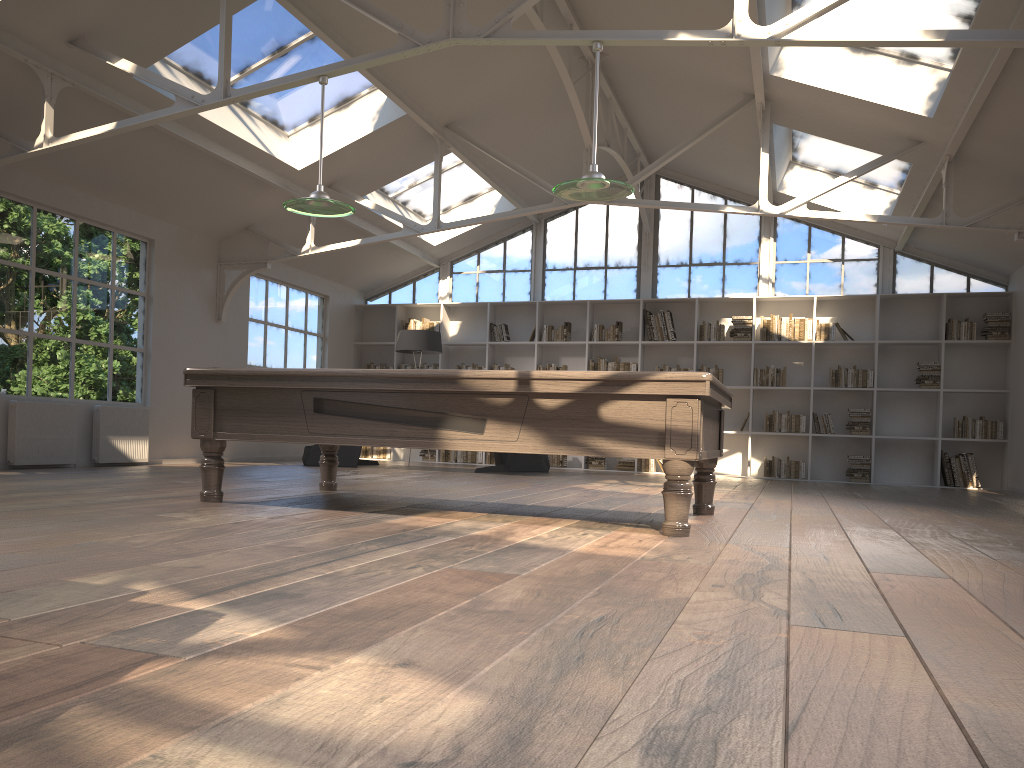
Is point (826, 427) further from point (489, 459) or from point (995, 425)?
point (489, 459)

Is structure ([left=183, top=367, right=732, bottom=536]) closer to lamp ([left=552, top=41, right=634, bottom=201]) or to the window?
lamp ([left=552, top=41, right=634, bottom=201])

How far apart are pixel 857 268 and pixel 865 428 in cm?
213

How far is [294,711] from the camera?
1.3 meters

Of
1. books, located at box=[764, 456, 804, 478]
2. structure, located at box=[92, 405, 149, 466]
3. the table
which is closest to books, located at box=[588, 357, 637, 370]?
books, located at box=[764, 456, 804, 478]

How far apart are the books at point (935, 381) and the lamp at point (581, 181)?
7.3m

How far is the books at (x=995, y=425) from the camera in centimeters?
1064cm

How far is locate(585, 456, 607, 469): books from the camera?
12.1m

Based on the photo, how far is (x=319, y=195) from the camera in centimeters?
550cm

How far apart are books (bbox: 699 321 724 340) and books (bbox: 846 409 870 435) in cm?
189
